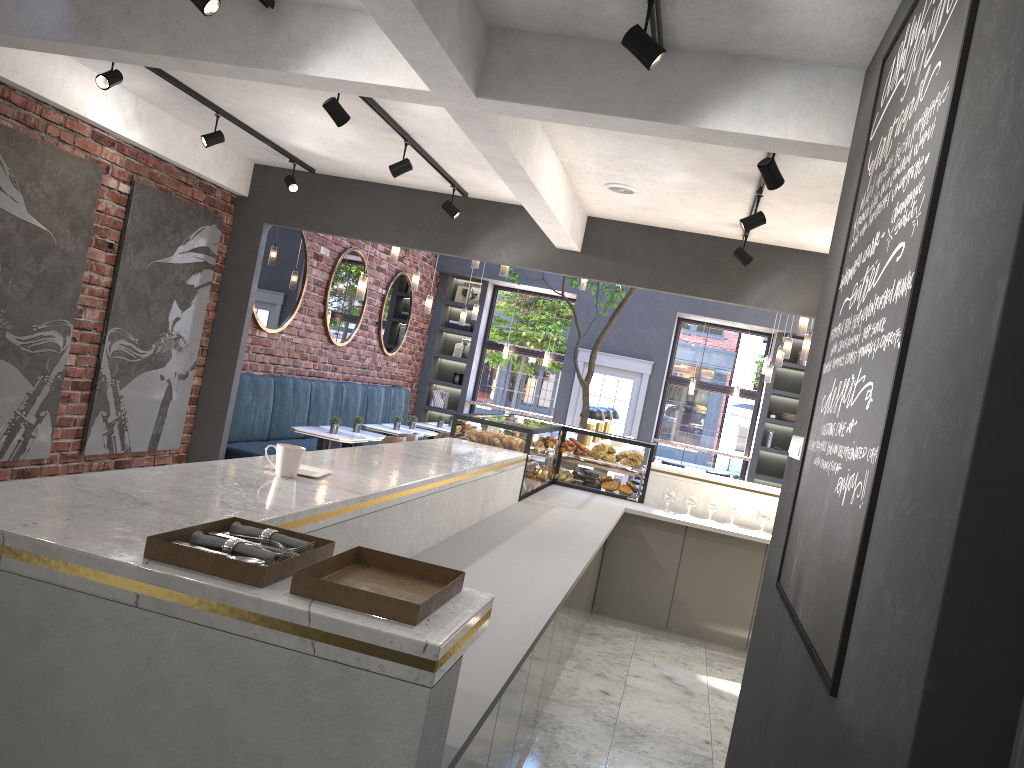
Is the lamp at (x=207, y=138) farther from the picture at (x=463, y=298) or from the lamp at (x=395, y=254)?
the picture at (x=463, y=298)

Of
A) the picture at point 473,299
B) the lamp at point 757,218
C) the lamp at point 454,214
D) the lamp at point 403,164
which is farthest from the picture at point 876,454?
the picture at point 473,299

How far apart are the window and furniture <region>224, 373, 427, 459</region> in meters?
1.5 m

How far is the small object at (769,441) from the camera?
13.03m

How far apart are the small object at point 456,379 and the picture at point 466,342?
0.6m

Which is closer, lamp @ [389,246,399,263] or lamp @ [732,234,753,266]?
lamp @ [732,234,753,266]

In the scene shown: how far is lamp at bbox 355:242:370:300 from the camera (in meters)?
8.21

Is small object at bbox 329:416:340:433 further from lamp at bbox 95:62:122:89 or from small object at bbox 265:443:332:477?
small object at bbox 265:443:332:477

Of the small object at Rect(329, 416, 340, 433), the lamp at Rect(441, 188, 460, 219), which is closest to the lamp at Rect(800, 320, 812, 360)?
the lamp at Rect(441, 188, 460, 219)

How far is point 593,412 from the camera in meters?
9.1 m
